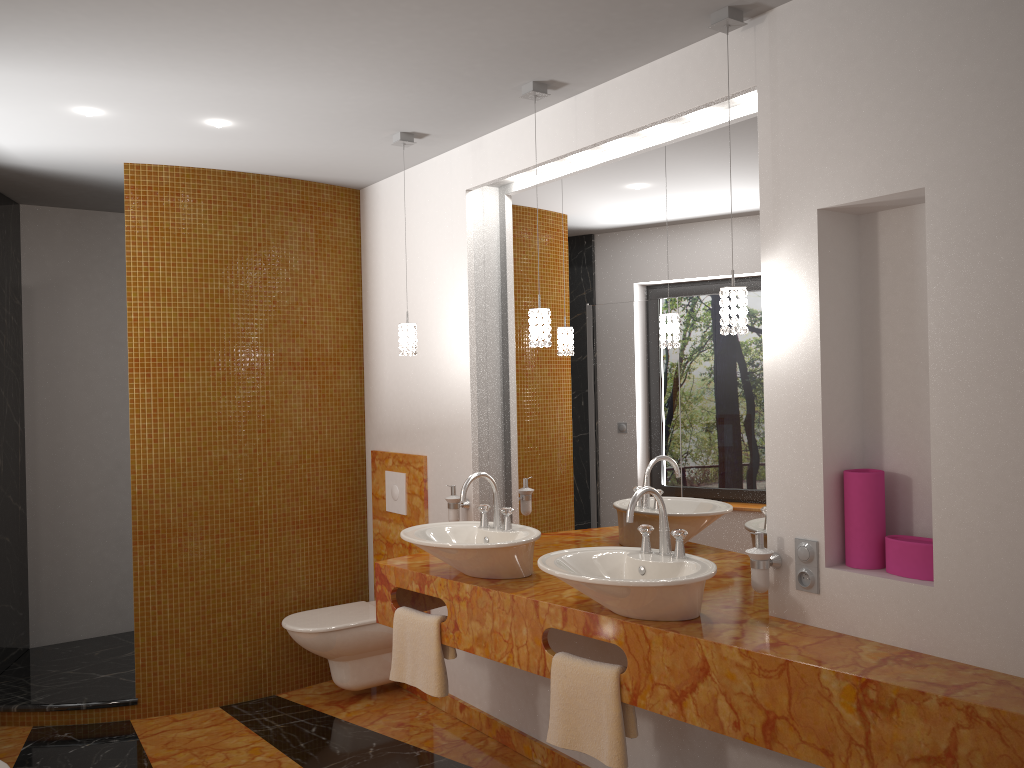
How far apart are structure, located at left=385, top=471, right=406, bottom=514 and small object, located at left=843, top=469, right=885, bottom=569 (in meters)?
2.36

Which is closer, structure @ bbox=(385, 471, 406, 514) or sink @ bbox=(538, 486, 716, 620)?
sink @ bbox=(538, 486, 716, 620)

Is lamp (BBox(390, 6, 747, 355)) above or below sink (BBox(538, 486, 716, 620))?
above

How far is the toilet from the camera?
3.9m

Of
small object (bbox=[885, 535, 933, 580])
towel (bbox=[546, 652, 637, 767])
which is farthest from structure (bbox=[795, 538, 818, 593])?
towel (bbox=[546, 652, 637, 767])

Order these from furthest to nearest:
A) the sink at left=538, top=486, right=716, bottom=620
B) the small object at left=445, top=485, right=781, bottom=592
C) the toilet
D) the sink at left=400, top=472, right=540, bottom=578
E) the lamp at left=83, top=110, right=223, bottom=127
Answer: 1. the toilet
2. the lamp at left=83, top=110, right=223, bottom=127
3. the sink at left=400, top=472, right=540, bottom=578
4. the small object at left=445, top=485, right=781, bottom=592
5. the sink at left=538, top=486, right=716, bottom=620

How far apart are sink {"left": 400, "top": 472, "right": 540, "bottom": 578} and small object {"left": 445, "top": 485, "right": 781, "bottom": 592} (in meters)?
0.44

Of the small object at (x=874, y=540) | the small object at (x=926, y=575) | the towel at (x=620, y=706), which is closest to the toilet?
the towel at (x=620, y=706)

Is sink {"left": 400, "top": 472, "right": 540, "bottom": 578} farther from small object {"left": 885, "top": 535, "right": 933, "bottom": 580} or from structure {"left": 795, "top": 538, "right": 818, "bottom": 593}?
small object {"left": 885, "top": 535, "right": 933, "bottom": 580}

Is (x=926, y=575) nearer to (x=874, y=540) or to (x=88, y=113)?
(x=874, y=540)
